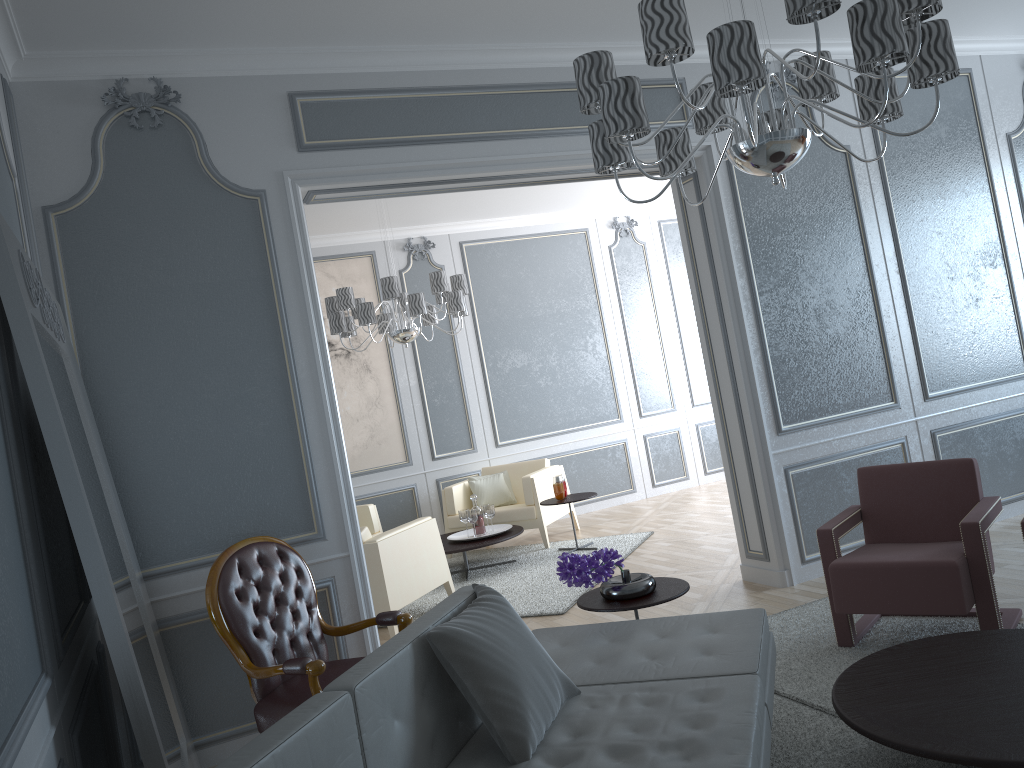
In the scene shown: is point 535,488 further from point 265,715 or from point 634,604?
point 265,715

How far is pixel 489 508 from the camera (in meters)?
6.22

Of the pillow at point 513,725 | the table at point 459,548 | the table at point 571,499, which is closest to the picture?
the table at point 459,548

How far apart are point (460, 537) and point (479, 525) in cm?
19

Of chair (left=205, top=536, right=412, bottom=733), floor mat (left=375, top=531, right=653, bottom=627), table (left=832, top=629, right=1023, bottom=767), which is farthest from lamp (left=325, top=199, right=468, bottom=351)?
table (left=832, top=629, right=1023, bottom=767)

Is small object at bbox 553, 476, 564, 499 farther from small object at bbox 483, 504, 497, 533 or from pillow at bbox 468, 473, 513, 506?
pillow at bbox 468, 473, 513, 506

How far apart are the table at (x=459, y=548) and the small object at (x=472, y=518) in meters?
0.2

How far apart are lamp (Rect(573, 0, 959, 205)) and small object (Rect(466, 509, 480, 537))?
3.7m

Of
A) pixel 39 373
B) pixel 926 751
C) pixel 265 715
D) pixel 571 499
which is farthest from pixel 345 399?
pixel 926 751

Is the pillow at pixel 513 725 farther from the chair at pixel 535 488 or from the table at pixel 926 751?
the chair at pixel 535 488
